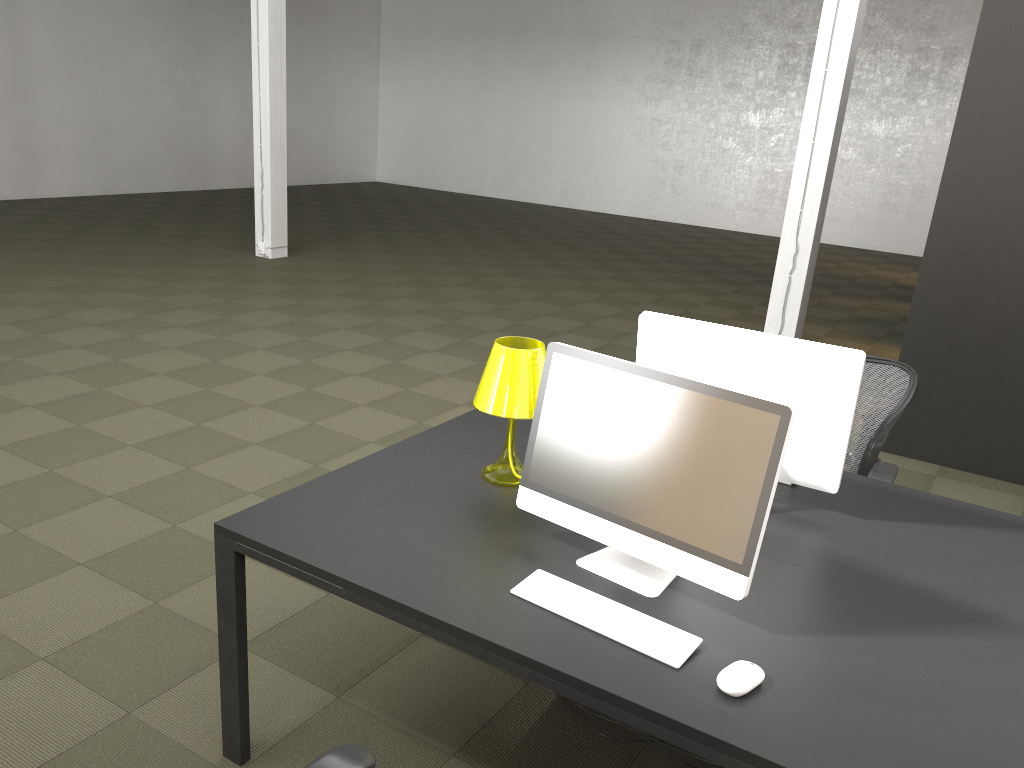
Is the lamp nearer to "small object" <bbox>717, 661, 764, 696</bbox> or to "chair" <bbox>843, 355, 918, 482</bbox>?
"small object" <bbox>717, 661, 764, 696</bbox>

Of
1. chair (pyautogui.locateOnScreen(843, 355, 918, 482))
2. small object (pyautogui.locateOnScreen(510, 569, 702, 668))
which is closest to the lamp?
small object (pyautogui.locateOnScreen(510, 569, 702, 668))

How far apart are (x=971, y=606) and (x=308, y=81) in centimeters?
1731cm

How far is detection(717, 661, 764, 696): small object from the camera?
1.76m

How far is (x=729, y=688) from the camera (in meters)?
1.76

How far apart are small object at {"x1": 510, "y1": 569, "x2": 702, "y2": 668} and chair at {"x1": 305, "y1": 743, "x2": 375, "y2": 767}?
0.5m

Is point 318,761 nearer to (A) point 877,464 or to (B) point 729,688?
(B) point 729,688

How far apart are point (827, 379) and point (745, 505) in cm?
69

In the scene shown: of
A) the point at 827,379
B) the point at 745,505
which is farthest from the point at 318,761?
the point at 827,379

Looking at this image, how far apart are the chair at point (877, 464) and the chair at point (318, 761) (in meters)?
2.23
